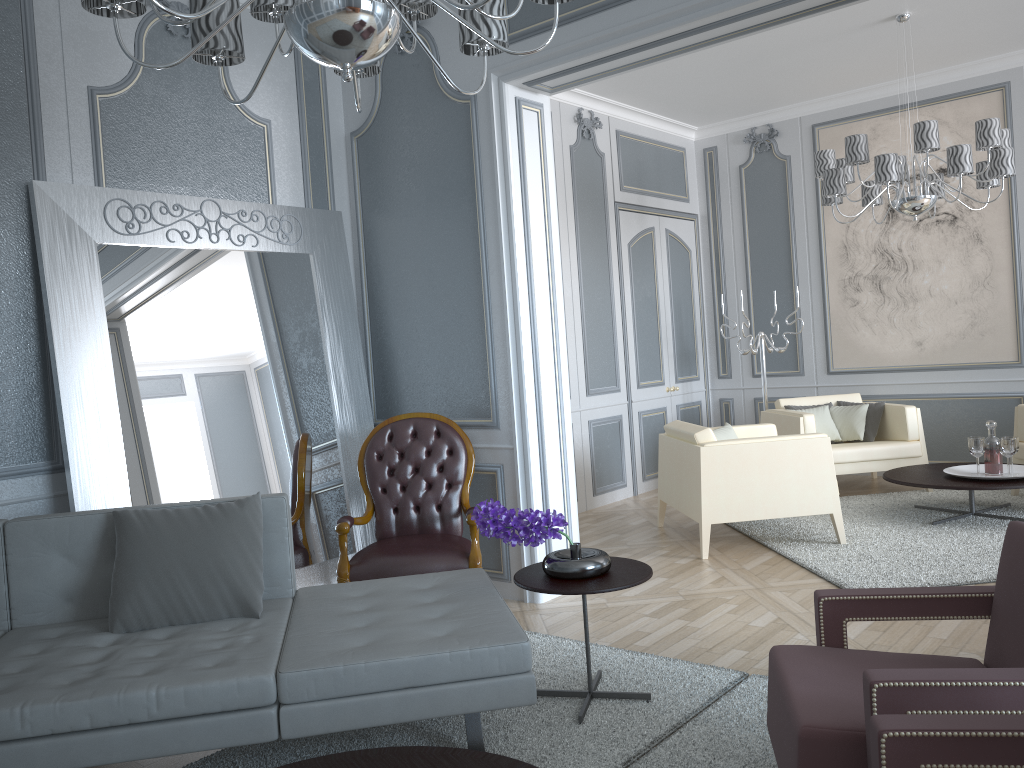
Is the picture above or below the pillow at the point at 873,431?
above

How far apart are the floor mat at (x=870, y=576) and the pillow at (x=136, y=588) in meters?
2.4 m

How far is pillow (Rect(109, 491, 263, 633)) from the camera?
2.44m

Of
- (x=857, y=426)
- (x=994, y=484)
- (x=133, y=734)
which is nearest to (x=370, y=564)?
(x=133, y=734)

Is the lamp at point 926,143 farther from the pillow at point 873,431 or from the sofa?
the sofa

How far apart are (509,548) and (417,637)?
1.61m

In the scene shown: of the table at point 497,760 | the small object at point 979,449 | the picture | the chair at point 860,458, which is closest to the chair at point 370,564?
the table at point 497,760

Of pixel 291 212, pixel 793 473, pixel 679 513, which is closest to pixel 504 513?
pixel 291 212

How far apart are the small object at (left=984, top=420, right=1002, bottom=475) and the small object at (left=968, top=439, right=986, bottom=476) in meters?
0.1

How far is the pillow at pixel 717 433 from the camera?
4.88m
